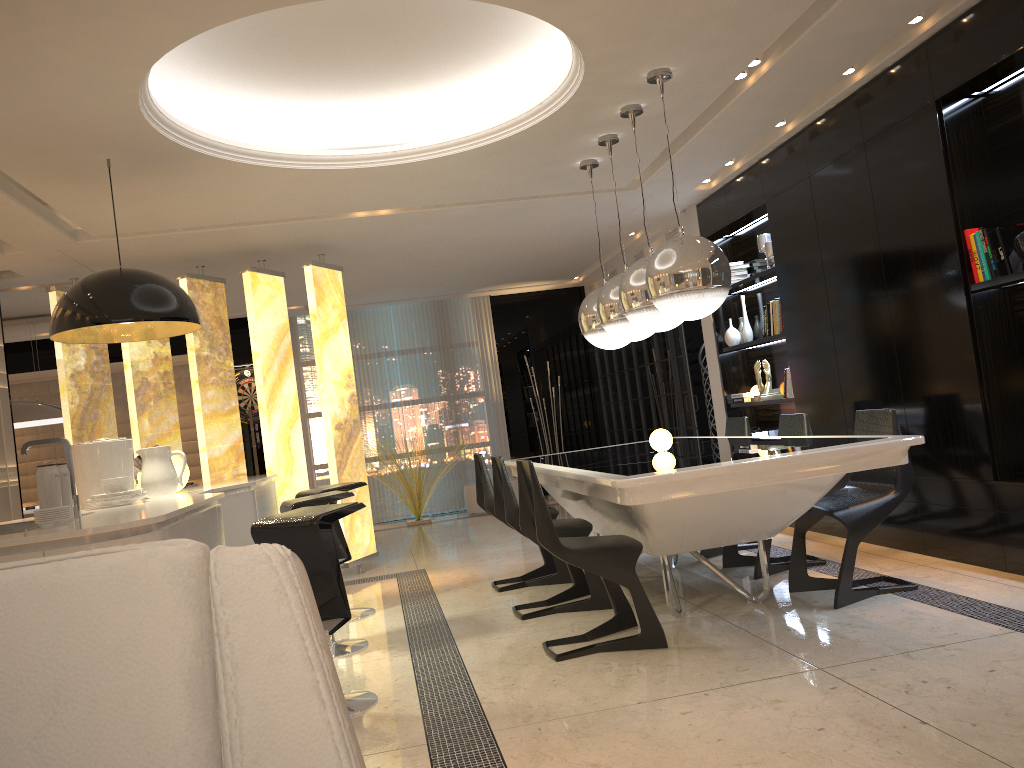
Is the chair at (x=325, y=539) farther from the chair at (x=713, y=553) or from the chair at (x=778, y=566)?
the chair at (x=713, y=553)

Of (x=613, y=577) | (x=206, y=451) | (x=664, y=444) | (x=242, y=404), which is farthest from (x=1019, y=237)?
(x=242, y=404)

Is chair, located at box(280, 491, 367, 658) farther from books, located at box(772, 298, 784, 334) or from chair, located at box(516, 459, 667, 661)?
books, located at box(772, 298, 784, 334)

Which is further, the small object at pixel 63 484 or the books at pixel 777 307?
the books at pixel 777 307

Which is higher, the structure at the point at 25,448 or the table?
the structure at the point at 25,448

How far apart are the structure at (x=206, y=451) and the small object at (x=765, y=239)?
3.32m

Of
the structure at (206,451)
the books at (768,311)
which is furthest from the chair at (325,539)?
the books at (768,311)

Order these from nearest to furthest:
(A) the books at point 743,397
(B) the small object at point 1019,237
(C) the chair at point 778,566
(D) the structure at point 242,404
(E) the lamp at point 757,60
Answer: (B) the small object at point 1019,237, (E) the lamp at point 757,60, (C) the chair at point 778,566, (A) the books at point 743,397, (D) the structure at point 242,404

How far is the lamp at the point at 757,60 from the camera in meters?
4.5

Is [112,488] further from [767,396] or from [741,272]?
[741,272]
